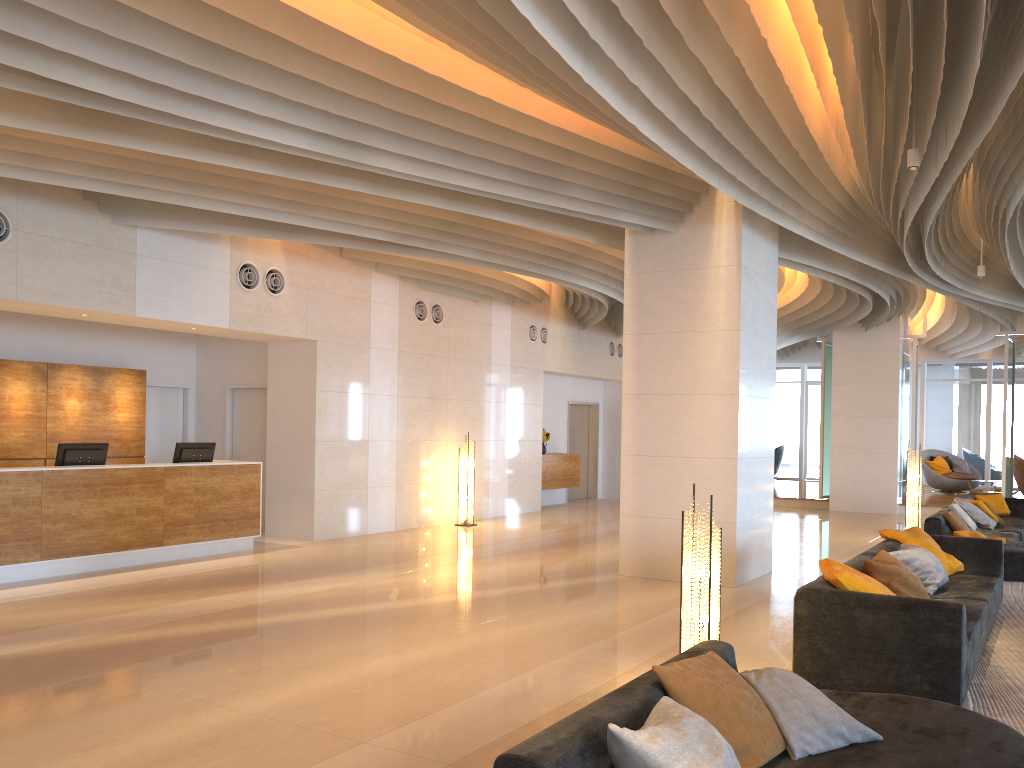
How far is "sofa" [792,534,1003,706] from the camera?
4.8 meters

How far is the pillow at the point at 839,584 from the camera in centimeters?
529cm

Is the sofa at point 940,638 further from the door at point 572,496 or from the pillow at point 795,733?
the door at point 572,496

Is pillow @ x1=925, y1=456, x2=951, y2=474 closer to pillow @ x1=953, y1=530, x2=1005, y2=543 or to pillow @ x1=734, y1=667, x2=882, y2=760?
pillow @ x1=953, y1=530, x2=1005, y2=543

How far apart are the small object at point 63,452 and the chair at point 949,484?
17.8 meters

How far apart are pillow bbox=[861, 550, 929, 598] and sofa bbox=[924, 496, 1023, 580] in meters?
3.7 m

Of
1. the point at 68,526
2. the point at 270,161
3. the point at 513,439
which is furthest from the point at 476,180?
the point at 513,439

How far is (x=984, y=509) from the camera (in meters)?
11.91

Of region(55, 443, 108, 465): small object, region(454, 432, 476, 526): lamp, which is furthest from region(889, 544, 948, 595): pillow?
region(55, 443, 108, 465): small object

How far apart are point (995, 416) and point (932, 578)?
18.4m
